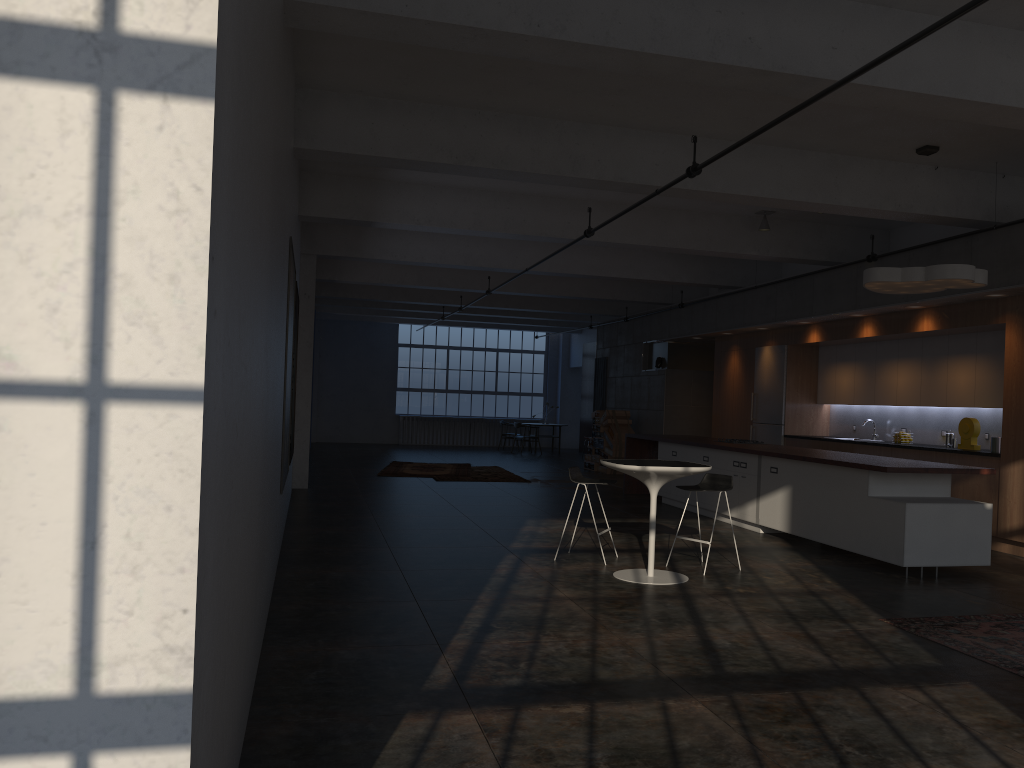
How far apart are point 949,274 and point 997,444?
2.7 meters

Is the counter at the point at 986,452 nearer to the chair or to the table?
the chair

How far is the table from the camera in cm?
688

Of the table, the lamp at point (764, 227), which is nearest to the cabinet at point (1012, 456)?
the lamp at point (764, 227)

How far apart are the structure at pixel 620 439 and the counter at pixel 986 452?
7.5m

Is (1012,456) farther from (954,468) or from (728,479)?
(728,479)

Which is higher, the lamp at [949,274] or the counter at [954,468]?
the lamp at [949,274]

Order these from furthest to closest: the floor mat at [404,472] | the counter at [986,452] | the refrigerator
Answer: the floor mat at [404,472] → the refrigerator → the counter at [986,452]

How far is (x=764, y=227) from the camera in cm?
1130

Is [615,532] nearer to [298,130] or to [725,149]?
[725,149]
